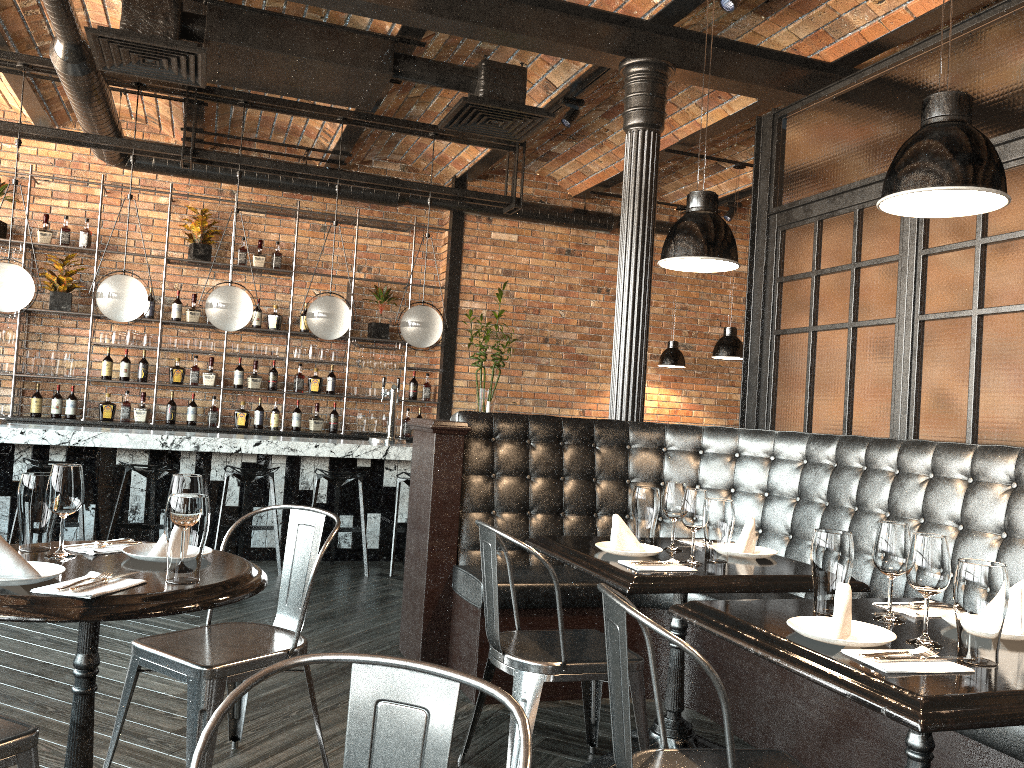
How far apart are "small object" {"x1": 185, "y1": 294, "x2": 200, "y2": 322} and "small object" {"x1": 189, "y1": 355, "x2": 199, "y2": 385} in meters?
0.4

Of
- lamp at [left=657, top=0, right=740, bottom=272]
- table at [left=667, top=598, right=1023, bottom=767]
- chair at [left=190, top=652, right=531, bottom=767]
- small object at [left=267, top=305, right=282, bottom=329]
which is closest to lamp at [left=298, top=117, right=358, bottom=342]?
small object at [left=267, top=305, right=282, bottom=329]

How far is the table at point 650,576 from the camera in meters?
2.6 m

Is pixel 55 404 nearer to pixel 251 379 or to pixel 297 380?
pixel 251 379

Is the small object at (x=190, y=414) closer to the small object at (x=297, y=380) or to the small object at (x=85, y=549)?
the small object at (x=297, y=380)

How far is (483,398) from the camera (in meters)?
8.49

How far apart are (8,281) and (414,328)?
2.8m

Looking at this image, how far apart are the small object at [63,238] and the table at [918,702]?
7.24m

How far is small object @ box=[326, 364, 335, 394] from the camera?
8.6m

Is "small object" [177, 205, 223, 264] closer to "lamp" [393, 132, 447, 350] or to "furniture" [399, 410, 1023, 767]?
"lamp" [393, 132, 447, 350]
